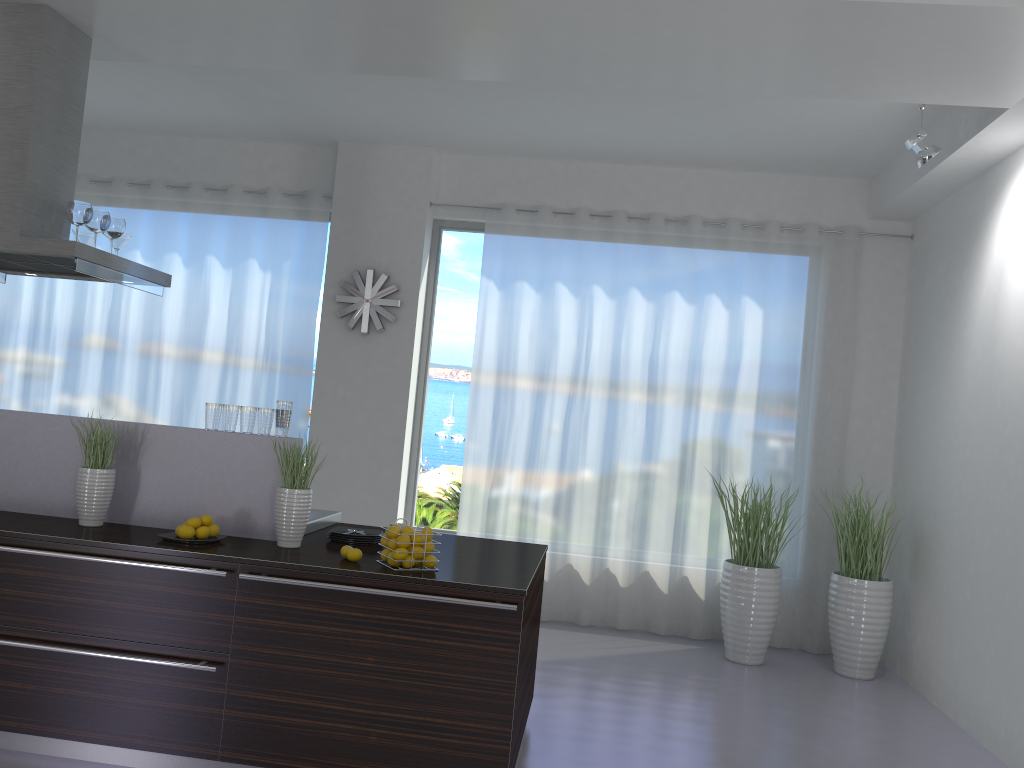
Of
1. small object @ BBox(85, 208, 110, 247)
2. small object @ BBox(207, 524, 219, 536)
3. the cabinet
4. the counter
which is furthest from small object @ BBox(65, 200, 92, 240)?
small object @ BBox(207, 524, 219, 536)

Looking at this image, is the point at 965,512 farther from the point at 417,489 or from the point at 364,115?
the point at 364,115

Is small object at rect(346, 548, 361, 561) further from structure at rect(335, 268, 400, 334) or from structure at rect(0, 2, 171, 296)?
structure at rect(335, 268, 400, 334)

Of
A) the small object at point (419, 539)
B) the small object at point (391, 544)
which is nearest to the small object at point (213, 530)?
the small object at point (391, 544)

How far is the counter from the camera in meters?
3.4

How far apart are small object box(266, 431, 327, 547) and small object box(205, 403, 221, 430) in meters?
0.4 m

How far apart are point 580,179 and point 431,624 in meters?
4.4 m

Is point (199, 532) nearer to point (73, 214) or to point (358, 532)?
point (358, 532)

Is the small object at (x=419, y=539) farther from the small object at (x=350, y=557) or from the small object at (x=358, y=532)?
the small object at (x=358, y=532)

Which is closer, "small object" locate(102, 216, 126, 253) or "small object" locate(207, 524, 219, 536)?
"small object" locate(207, 524, 219, 536)
